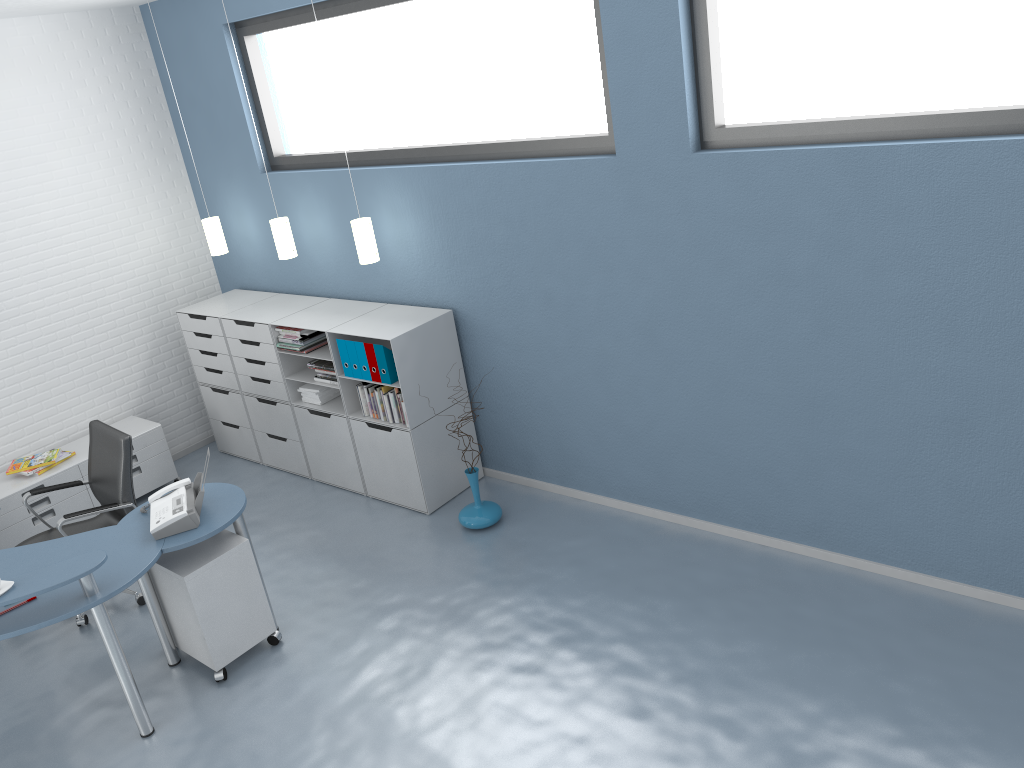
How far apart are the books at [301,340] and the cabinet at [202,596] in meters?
1.6 m

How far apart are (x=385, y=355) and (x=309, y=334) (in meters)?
0.75

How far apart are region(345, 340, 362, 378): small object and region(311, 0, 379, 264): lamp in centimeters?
50cm

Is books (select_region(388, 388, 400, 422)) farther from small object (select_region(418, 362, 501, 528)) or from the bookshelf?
small object (select_region(418, 362, 501, 528))

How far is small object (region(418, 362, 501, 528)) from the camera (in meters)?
5.11

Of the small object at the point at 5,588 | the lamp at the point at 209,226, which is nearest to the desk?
the small object at the point at 5,588

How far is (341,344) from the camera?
5.32m

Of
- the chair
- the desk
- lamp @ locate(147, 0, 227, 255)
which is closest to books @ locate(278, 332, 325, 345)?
lamp @ locate(147, 0, 227, 255)

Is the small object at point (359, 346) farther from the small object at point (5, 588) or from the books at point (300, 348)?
the small object at point (5, 588)

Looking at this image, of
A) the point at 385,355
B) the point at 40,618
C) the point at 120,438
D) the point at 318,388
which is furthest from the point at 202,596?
the point at 318,388
